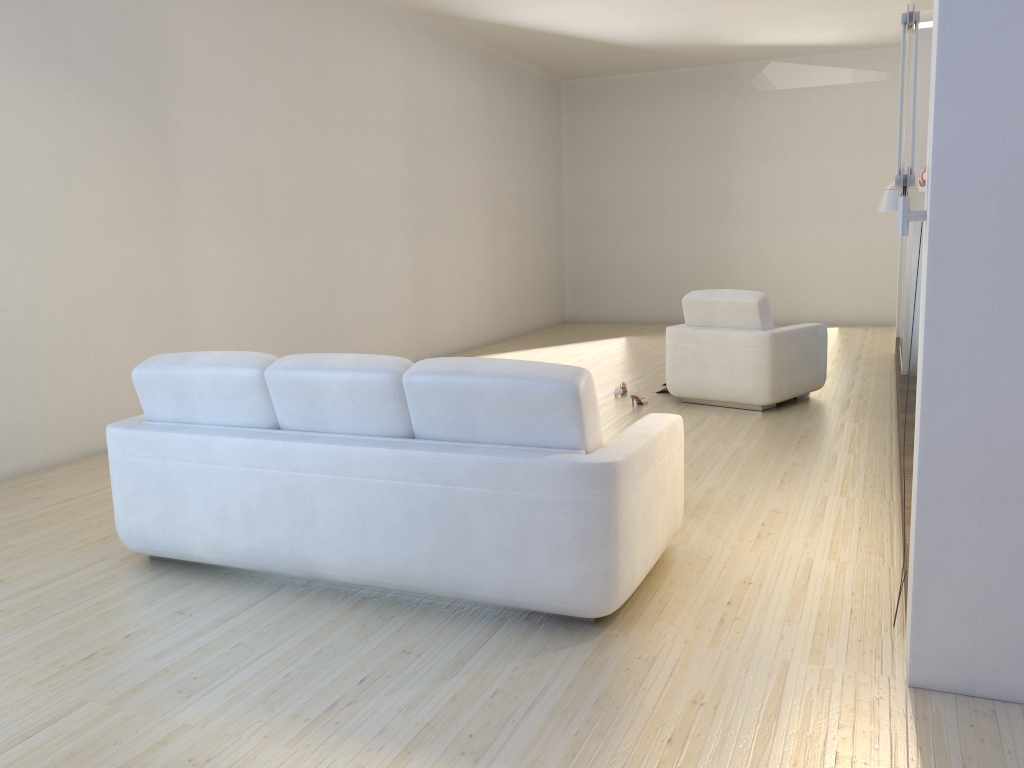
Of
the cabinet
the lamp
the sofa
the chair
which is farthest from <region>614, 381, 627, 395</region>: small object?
the lamp

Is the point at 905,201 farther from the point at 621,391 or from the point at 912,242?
the point at 621,391

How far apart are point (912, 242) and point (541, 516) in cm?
494

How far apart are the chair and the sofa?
3.0m

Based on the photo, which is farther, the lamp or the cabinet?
the cabinet

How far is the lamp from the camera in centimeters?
240cm

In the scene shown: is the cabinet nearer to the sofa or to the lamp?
the lamp

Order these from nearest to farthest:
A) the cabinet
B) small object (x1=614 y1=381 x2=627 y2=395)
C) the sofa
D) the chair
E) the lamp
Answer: the lamp → the sofa → the chair → the cabinet → small object (x1=614 y1=381 x2=627 y2=395)

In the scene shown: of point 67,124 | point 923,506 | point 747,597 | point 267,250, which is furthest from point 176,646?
point 267,250

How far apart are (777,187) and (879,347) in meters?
3.5 m
